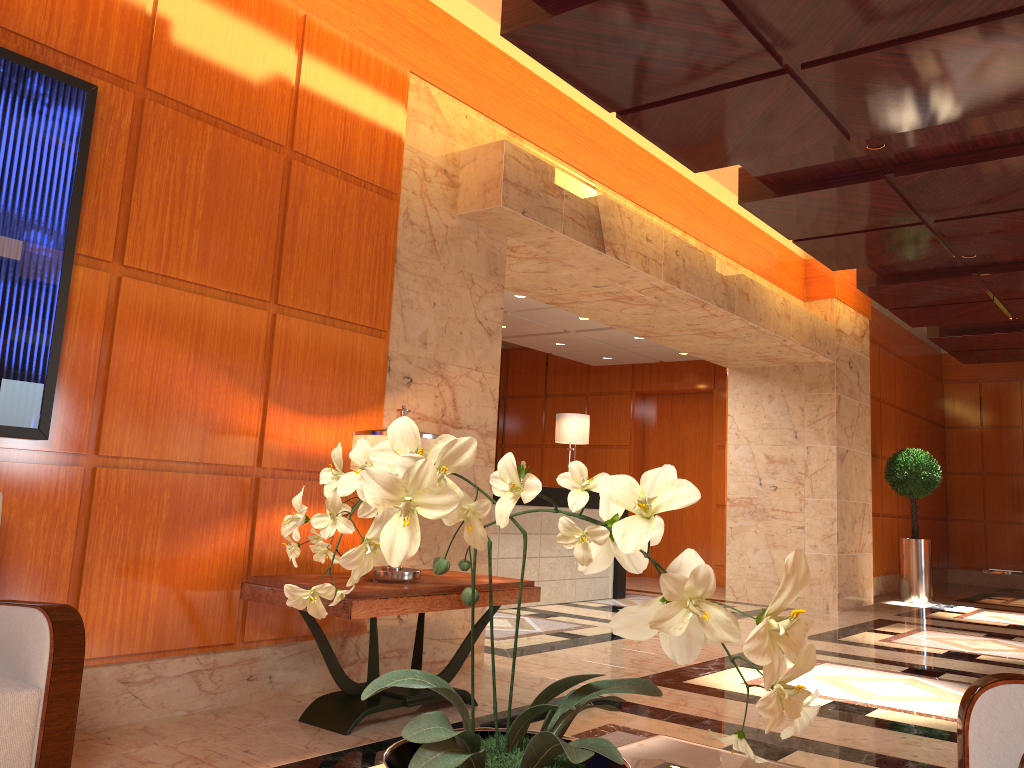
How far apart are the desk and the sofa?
5.5 meters

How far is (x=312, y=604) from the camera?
1.1 meters

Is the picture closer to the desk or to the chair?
the chair

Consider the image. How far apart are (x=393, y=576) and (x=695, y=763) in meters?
2.3

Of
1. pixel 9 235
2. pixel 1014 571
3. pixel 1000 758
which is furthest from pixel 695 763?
pixel 1014 571

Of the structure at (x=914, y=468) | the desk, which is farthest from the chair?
the structure at (x=914, y=468)

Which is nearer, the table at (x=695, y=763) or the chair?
the table at (x=695, y=763)

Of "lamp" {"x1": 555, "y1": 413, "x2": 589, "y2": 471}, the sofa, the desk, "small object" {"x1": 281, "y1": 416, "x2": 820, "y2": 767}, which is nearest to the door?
the desk

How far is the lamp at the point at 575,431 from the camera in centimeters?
966cm

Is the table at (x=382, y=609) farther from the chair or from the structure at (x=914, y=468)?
the structure at (x=914, y=468)
